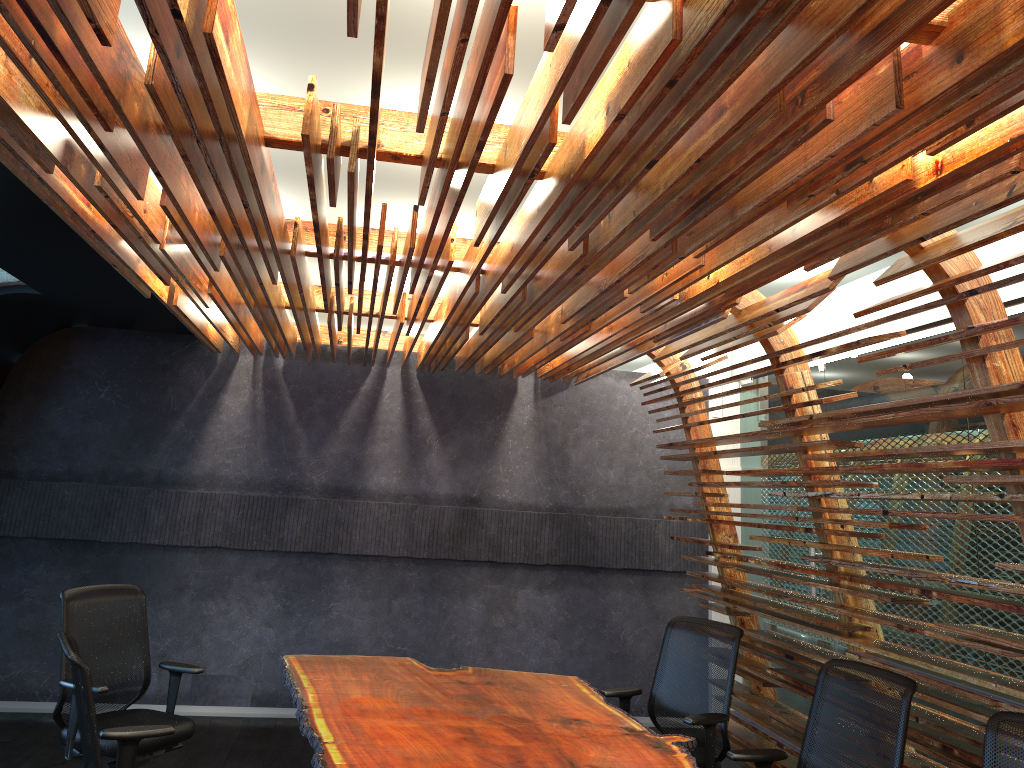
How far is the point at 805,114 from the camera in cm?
234

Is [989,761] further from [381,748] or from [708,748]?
[381,748]

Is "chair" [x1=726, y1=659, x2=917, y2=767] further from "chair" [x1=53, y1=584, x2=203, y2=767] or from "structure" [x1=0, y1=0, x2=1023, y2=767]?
"chair" [x1=53, y1=584, x2=203, y2=767]

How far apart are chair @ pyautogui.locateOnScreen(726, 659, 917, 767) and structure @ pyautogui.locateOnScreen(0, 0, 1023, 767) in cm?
26

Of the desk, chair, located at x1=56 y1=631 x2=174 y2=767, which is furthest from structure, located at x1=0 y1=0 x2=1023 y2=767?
chair, located at x1=56 y1=631 x2=174 y2=767

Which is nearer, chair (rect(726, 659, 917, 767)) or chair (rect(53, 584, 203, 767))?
chair (rect(726, 659, 917, 767))

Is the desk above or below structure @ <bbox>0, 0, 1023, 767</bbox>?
below

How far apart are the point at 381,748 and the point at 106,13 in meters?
3.0 m

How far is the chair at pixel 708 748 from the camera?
4.8 meters

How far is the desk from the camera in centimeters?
385cm
